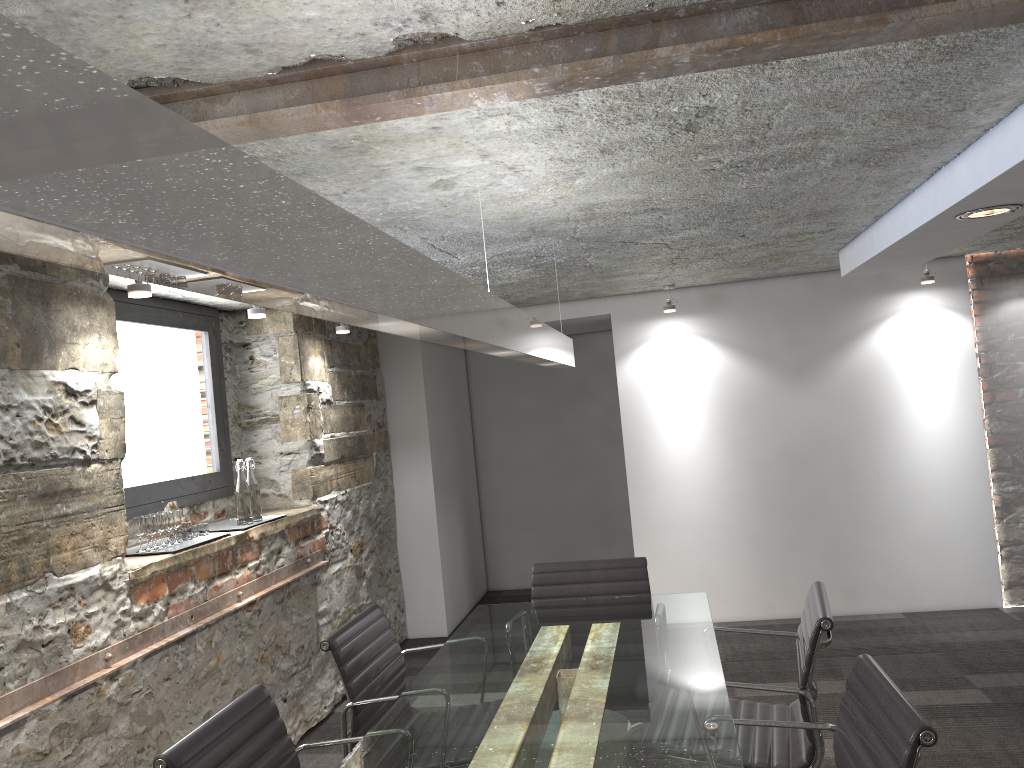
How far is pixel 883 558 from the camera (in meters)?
5.48

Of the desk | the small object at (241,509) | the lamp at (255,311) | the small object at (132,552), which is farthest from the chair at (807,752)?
the lamp at (255,311)

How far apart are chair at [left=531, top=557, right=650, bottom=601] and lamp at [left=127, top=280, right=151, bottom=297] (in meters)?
1.83

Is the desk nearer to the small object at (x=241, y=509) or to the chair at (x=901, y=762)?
the chair at (x=901, y=762)

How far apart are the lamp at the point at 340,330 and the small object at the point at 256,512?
0.99m

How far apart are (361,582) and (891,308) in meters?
3.6 m

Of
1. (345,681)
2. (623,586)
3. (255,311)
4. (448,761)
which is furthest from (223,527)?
(448,761)

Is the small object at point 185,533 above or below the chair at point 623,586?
above

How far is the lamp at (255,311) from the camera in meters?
3.8 m

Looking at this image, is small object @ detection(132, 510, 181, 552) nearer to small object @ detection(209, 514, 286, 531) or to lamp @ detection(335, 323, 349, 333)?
small object @ detection(209, 514, 286, 531)
